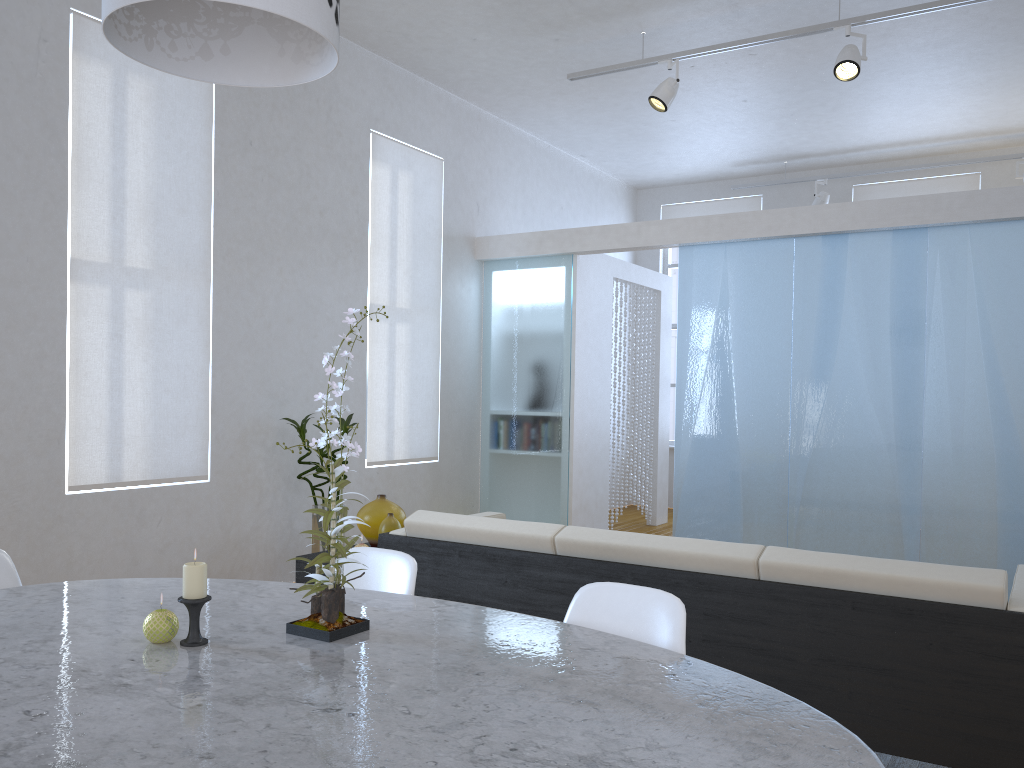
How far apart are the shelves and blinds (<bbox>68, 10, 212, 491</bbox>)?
1.24m

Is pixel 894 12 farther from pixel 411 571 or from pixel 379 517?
pixel 411 571

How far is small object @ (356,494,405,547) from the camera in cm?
358

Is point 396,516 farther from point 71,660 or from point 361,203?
point 361,203

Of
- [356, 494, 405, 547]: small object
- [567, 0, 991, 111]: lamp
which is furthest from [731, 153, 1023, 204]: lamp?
[356, 494, 405, 547]: small object

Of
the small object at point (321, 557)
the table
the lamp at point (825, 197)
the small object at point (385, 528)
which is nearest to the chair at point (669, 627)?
the table

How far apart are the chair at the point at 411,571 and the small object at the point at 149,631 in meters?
0.6

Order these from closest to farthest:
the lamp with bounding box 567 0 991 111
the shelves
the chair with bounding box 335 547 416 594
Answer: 1. the chair with bounding box 335 547 416 594
2. the shelves
3. the lamp with bounding box 567 0 991 111

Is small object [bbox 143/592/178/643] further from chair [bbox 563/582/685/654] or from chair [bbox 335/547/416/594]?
chair [bbox 563/582/685/654]

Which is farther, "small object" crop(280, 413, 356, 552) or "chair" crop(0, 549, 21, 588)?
"small object" crop(280, 413, 356, 552)
